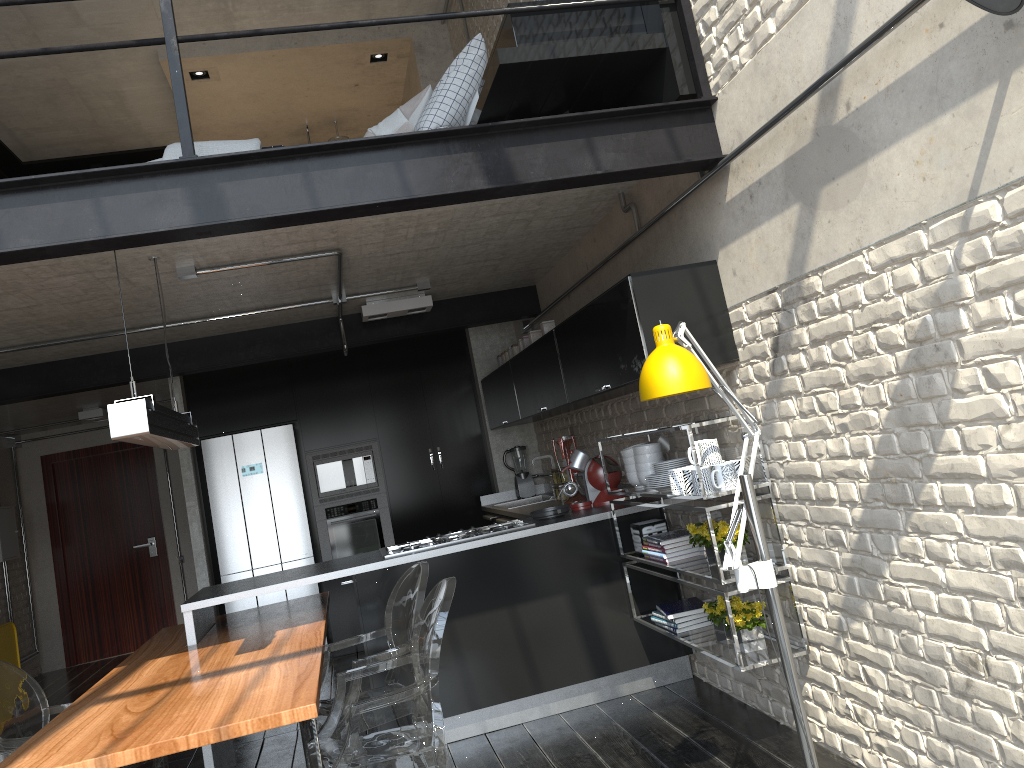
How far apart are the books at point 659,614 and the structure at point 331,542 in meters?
3.4 m

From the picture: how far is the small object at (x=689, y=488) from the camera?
3.62m

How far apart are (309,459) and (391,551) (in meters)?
2.70

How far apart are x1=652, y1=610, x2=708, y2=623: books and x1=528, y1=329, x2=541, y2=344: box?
2.0m

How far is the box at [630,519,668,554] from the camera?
4.4m

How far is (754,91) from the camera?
3.0 meters

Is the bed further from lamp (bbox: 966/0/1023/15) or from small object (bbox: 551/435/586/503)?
small object (bbox: 551/435/586/503)

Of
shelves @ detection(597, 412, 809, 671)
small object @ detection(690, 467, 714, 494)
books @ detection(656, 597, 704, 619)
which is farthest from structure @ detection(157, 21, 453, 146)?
small object @ detection(690, 467, 714, 494)

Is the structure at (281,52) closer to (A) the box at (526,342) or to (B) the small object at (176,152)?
(A) the box at (526,342)

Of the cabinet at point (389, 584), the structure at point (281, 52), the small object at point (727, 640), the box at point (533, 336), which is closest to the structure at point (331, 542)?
the cabinet at point (389, 584)
